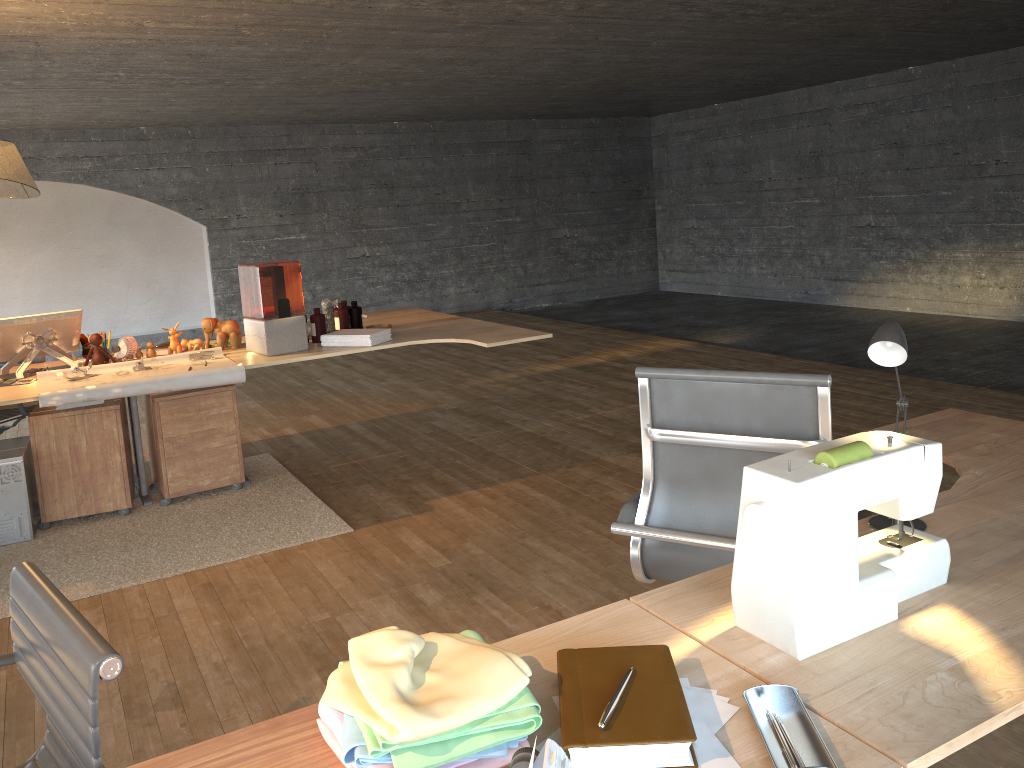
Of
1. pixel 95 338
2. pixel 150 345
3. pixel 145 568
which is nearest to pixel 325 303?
pixel 150 345

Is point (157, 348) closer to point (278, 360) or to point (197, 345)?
point (197, 345)

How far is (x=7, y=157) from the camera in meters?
4.0 m

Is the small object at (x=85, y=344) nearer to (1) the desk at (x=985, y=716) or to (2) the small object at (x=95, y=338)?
(2) the small object at (x=95, y=338)

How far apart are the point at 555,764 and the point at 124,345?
4.10m

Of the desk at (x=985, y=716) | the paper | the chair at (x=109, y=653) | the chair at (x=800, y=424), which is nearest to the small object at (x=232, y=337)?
the paper

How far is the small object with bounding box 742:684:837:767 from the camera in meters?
1.1

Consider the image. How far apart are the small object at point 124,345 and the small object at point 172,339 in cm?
18

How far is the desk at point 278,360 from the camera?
4.27m

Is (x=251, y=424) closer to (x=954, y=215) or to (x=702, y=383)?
(x=702, y=383)
